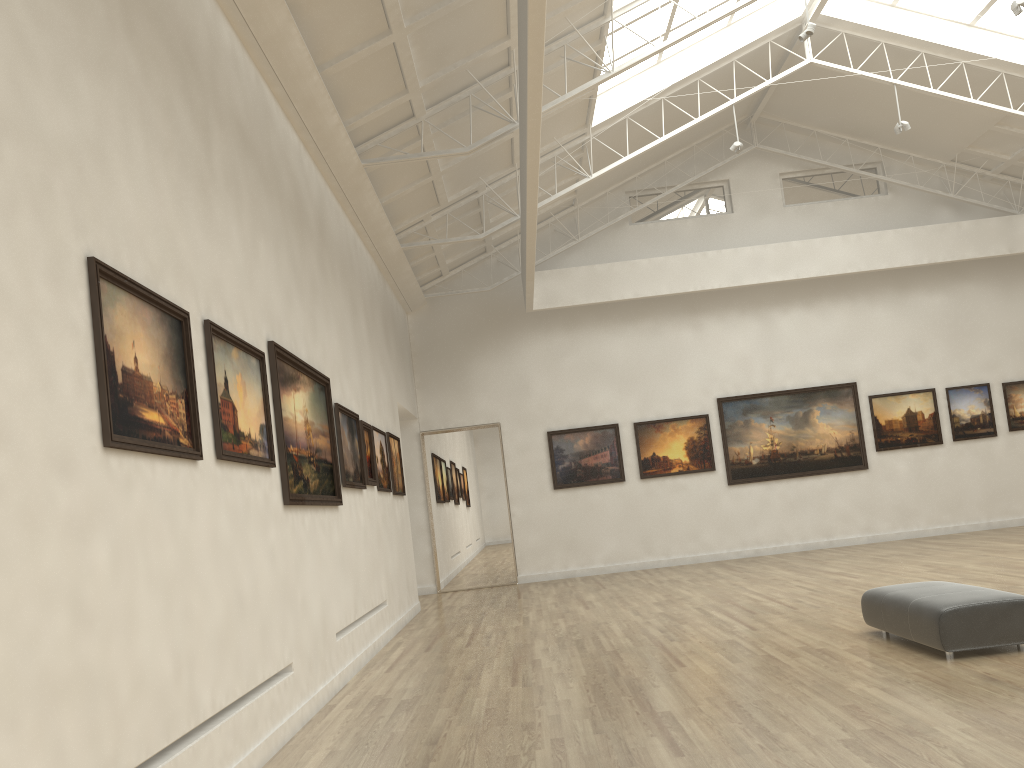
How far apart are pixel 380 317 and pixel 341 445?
8.7m

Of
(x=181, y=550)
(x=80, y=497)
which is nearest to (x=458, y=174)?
(x=181, y=550)

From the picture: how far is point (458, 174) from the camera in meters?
23.4
